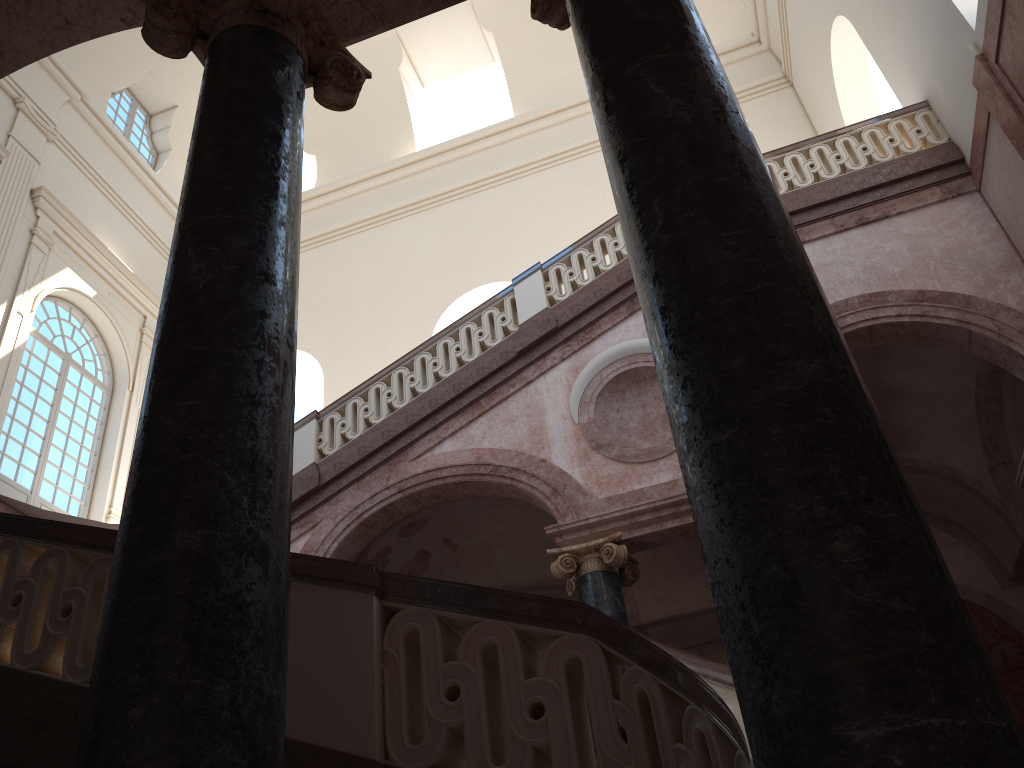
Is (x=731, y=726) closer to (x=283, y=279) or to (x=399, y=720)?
(x=399, y=720)

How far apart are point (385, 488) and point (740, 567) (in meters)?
7.58
